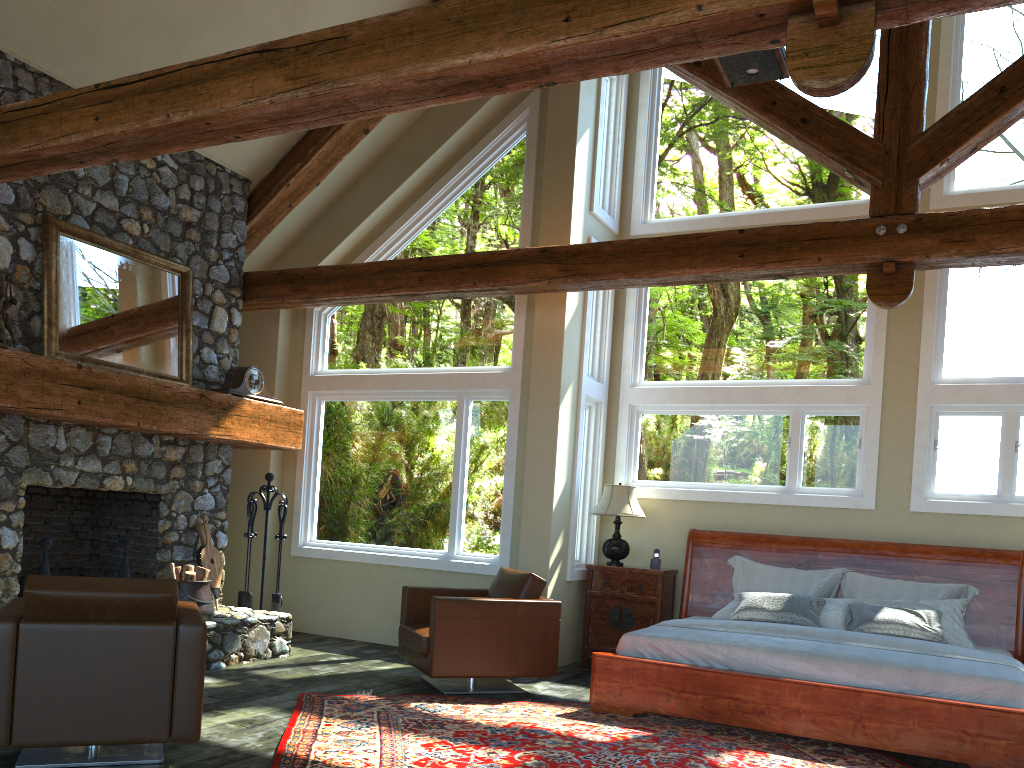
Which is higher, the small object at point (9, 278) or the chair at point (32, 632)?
the small object at point (9, 278)

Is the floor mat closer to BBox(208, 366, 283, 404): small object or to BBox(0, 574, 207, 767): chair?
BBox(0, 574, 207, 767): chair

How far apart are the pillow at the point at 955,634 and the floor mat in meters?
1.3 m

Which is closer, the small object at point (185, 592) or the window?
the small object at point (185, 592)

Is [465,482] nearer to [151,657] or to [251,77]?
[151,657]

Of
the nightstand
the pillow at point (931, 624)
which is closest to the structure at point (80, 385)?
the nightstand

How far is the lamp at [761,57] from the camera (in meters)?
4.83

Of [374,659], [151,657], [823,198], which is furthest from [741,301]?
[151,657]

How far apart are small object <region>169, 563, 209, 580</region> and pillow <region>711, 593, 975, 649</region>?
4.0 meters

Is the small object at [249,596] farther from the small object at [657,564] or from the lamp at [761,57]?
the lamp at [761,57]
